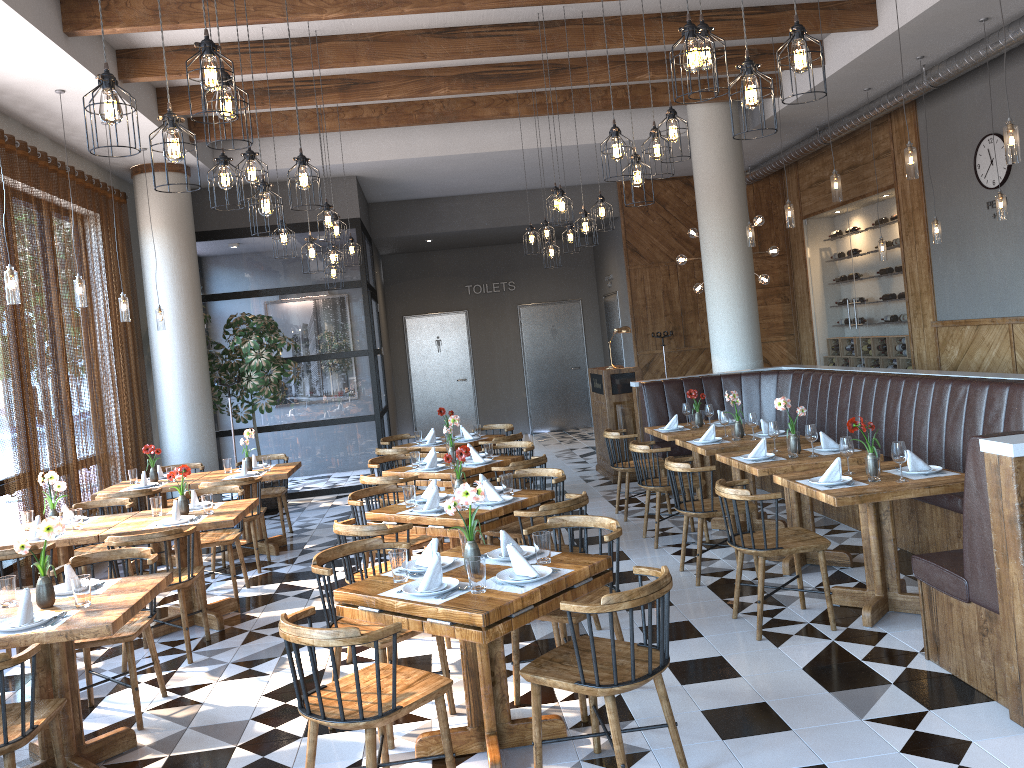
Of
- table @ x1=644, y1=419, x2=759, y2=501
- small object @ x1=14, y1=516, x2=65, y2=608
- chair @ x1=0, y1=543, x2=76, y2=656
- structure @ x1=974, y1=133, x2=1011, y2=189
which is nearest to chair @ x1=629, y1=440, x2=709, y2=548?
table @ x1=644, y1=419, x2=759, y2=501

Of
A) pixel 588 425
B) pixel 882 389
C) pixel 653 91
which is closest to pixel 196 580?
pixel 882 389

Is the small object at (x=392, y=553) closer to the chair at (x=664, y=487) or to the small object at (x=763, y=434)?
the chair at (x=664, y=487)

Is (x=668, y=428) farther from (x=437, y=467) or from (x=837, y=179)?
(x=837, y=179)

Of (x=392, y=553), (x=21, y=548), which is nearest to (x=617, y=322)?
(x=392, y=553)

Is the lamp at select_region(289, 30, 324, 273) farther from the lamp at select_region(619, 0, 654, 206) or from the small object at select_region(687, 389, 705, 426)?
the small object at select_region(687, 389, 705, 426)

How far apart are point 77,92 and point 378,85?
2.66m

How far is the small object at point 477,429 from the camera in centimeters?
935cm

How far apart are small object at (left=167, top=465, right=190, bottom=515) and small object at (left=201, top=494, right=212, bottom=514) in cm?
17

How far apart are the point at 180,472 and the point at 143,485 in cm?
214
